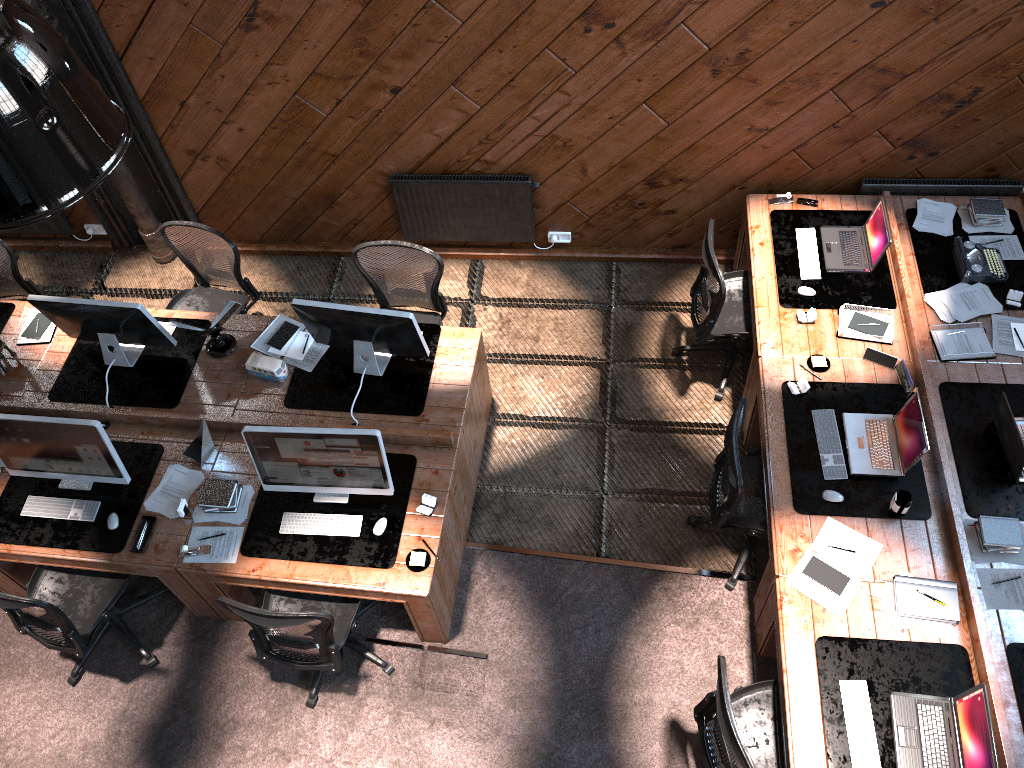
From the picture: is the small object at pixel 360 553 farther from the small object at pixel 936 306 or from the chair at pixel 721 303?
the small object at pixel 936 306

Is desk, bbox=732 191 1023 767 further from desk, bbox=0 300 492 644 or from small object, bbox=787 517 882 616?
desk, bbox=0 300 492 644

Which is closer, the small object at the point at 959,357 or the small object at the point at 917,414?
the small object at the point at 917,414

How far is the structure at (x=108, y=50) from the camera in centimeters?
562cm

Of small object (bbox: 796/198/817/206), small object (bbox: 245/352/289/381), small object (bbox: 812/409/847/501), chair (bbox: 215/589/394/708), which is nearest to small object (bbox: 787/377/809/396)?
small object (bbox: 812/409/847/501)

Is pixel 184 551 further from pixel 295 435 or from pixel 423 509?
pixel 423 509

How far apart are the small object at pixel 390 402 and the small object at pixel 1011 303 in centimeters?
339cm

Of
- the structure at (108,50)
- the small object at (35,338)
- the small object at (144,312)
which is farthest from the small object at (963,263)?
the small object at (35,338)

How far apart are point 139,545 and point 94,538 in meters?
0.3 m

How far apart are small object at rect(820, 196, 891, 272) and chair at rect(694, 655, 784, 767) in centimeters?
256cm
